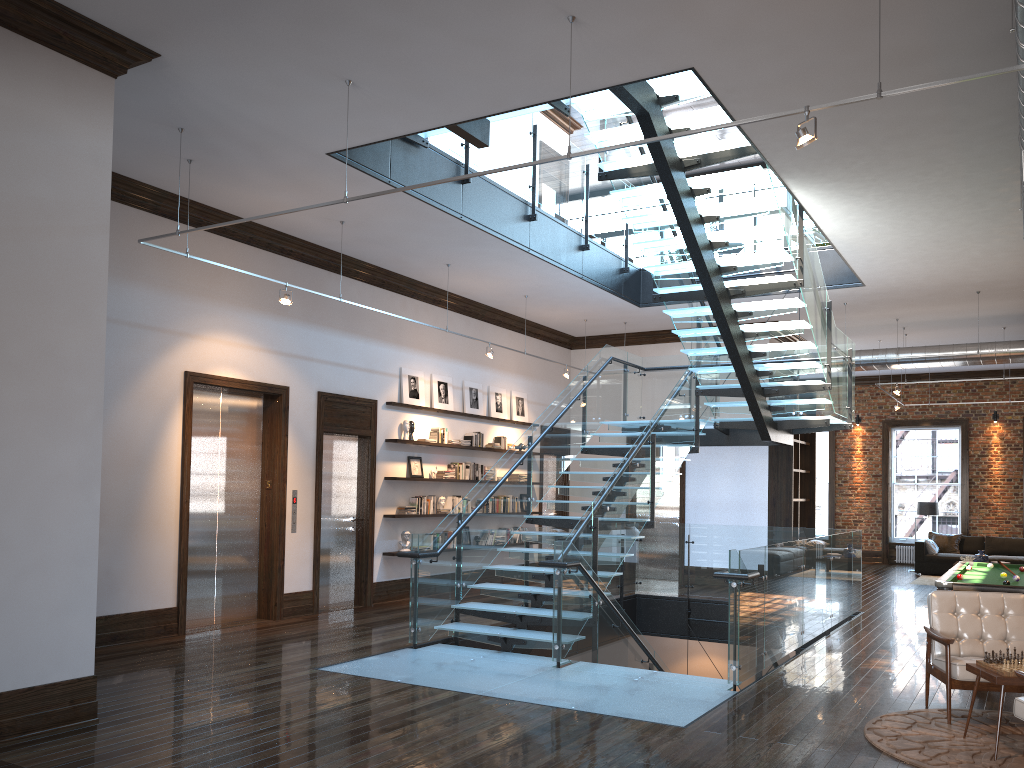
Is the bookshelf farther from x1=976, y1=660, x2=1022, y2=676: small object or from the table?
x1=976, y1=660, x2=1022, y2=676: small object

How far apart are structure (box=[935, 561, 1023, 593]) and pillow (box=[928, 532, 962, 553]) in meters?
9.1 m

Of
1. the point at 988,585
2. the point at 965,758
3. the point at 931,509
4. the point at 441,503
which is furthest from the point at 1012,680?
the point at 931,509

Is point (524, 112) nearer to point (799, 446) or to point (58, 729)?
point (58, 729)

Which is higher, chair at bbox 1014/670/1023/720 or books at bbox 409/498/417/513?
books at bbox 409/498/417/513

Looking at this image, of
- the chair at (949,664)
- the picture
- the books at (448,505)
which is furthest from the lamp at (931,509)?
the chair at (949,664)

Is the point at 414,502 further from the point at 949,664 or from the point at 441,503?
the point at 949,664

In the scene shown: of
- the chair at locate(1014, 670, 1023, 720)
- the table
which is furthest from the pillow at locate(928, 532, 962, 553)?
the chair at locate(1014, 670, 1023, 720)

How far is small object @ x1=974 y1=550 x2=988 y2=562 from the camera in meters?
16.2 m

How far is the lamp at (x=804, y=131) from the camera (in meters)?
4.58
